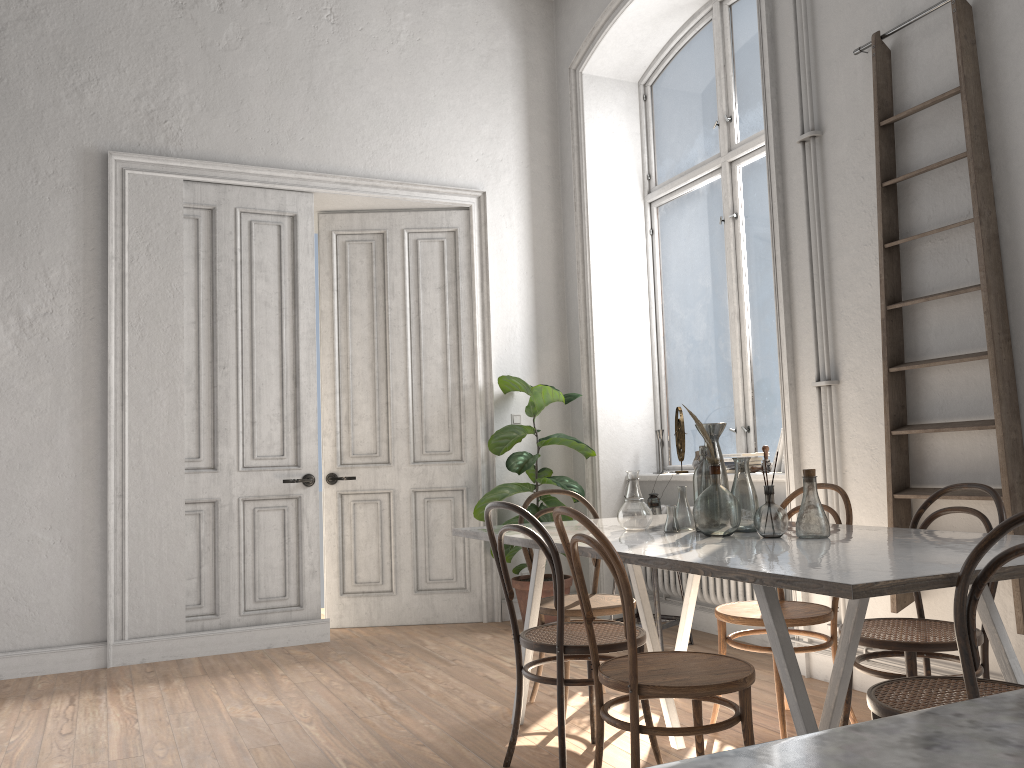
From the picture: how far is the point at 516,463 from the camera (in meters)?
5.51

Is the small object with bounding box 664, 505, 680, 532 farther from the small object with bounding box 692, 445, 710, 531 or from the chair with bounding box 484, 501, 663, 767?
the chair with bounding box 484, 501, 663, 767

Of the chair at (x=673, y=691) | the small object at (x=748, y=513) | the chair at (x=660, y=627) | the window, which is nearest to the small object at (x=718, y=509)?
the small object at (x=748, y=513)

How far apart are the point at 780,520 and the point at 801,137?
2.2m

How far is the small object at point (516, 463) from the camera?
5.51m

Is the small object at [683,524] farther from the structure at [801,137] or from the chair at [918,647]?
the structure at [801,137]

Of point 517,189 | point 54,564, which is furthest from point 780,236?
point 54,564

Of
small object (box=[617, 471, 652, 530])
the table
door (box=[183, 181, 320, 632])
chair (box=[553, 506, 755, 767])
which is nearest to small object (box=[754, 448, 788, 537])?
the table

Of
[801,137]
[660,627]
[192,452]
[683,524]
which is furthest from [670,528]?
[192,452]

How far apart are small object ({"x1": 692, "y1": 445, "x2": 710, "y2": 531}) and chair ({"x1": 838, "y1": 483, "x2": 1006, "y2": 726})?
0.7 meters
